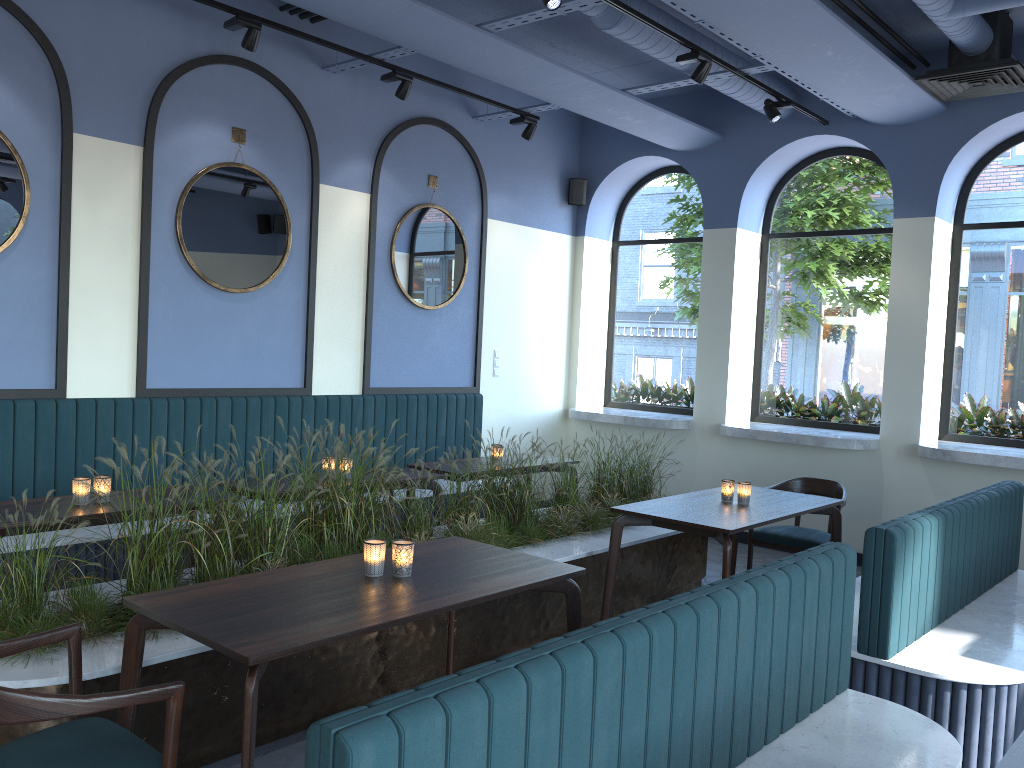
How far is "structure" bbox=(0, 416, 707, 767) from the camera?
3.05m

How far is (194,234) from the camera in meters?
5.7 m

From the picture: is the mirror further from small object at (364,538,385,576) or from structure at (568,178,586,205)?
small object at (364,538,385,576)

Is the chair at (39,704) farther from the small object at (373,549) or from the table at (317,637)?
the small object at (373,549)

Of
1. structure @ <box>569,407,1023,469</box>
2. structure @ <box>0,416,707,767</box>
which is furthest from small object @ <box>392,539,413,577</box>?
structure @ <box>569,407,1023,469</box>

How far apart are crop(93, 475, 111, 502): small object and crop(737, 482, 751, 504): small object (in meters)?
3.27

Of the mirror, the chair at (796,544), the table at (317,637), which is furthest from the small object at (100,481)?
the chair at (796,544)

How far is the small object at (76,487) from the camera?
4.05m

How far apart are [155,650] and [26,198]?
3.1m

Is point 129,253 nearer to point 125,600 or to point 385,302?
point 385,302
